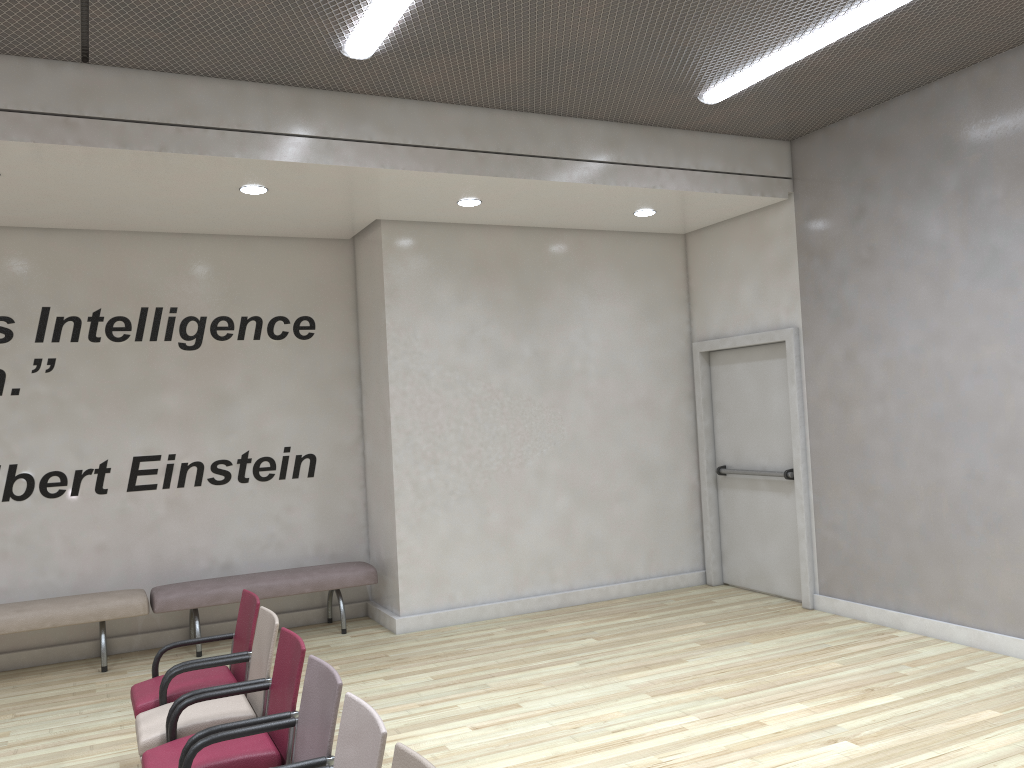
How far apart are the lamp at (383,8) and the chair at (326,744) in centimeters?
327cm

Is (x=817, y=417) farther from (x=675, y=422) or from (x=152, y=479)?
(x=152, y=479)

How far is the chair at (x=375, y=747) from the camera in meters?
2.6 m

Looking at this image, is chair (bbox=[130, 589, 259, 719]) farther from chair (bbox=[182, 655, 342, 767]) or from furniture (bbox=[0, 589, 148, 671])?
furniture (bbox=[0, 589, 148, 671])

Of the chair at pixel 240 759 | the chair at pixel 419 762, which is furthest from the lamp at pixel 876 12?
the chair at pixel 419 762

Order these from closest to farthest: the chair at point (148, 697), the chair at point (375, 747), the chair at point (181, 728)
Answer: the chair at point (375, 747) < the chair at point (181, 728) < the chair at point (148, 697)

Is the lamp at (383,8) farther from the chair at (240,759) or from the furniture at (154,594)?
the furniture at (154,594)

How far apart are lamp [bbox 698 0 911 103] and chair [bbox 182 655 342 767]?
4.50m

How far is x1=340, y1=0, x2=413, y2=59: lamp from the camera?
4.7m

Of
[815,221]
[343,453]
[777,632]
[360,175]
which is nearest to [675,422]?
[815,221]
